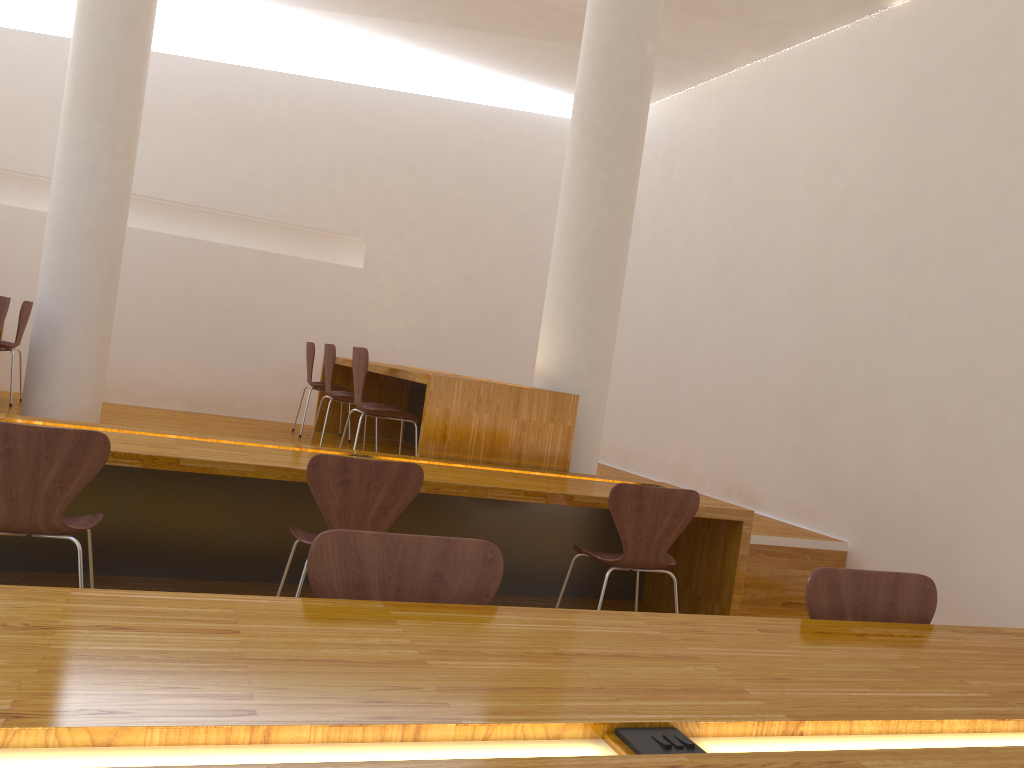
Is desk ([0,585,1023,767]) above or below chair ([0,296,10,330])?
below

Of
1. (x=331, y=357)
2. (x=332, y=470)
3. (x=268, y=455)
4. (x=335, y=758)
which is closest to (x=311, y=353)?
(x=331, y=357)

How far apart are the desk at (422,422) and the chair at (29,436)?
A: 1.5 meters

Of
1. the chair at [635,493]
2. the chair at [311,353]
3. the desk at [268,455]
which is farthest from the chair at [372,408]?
the chair at [311,353]

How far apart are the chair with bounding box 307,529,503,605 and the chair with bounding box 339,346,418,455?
2.8 meters

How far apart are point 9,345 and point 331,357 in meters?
2.2

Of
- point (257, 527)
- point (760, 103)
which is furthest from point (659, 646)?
point (760, 103)

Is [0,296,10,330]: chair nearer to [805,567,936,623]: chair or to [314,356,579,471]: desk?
[314,356,579,471]: desk

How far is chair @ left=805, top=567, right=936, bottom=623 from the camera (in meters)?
2.03

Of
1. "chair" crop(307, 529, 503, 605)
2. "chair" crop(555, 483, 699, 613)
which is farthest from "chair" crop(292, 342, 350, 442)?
"chair" crop(307, 529, 503, 605)
